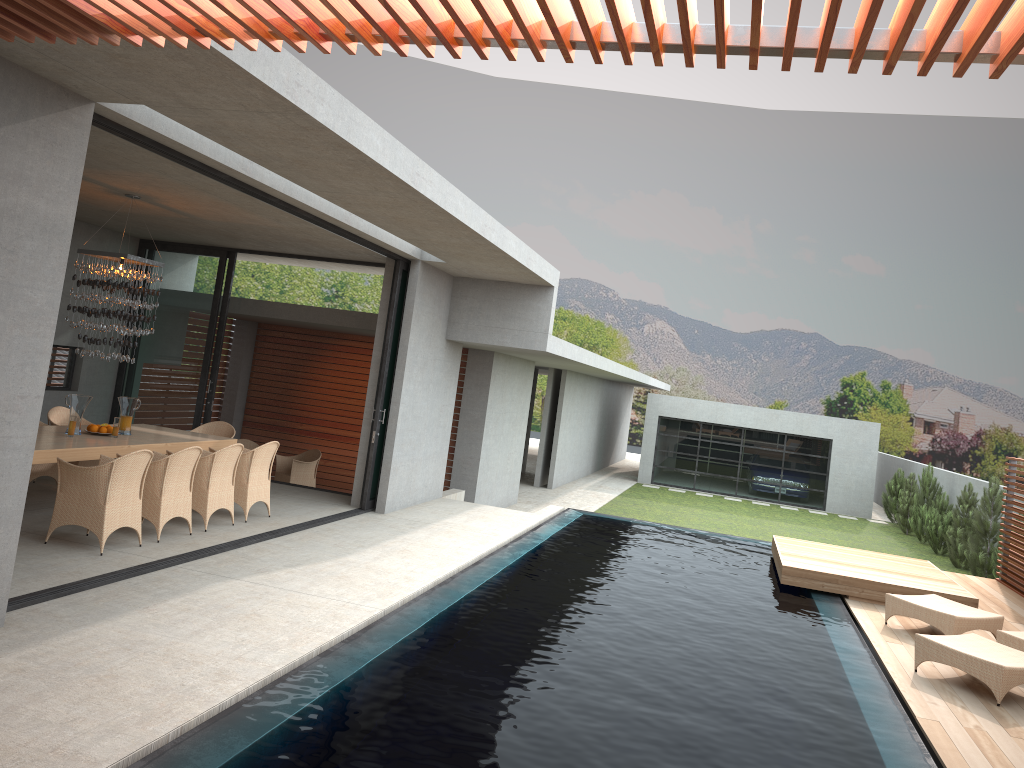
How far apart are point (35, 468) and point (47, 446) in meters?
2.0 m

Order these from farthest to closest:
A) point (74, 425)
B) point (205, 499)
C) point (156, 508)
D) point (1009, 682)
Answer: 1. point (74, 425)
2. point (205, 499)
3. point (156, 508)
4. point (1009, 682)

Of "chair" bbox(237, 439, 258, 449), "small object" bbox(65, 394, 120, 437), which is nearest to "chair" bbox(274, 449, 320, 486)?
"chair" bbox(237, 439, 258, 449)

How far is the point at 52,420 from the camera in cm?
1019

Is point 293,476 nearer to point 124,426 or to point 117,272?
point 124,426

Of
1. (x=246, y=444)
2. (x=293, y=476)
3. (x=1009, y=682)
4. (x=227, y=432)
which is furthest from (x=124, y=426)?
(x=1009, y=682)

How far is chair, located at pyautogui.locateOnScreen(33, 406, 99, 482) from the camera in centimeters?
1019cm

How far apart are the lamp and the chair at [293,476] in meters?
5.4

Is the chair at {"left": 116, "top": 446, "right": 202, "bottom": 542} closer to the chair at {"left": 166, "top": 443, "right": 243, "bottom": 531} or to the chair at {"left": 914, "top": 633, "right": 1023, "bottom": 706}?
the chair at {"left": 166, "top": 443, "right": 243, "bottom": 531}

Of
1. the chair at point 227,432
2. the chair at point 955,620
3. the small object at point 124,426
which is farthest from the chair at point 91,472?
the small object at point 124,426
